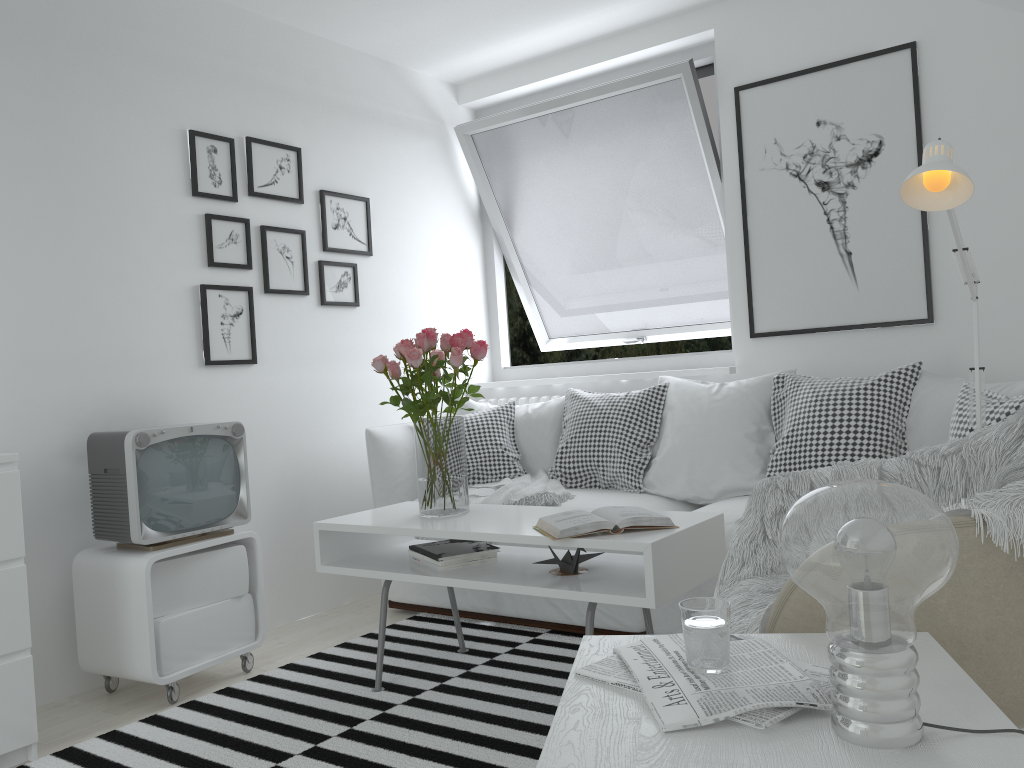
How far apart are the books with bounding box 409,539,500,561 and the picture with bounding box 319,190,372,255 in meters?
1.6

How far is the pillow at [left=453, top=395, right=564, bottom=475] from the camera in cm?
389

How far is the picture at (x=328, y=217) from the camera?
3.9 meters

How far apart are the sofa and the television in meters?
0.8

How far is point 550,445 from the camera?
3.89m

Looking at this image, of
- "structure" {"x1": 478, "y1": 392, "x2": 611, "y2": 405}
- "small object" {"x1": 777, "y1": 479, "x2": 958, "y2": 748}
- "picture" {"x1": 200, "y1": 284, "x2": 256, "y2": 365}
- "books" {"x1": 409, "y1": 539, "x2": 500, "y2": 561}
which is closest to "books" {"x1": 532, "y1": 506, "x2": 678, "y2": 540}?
"books" {"x1": 409, "y1": 539, "x2": 500, "y2": 561}

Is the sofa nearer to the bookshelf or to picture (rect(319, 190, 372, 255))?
picture (rect(319, 190, 372, 255))

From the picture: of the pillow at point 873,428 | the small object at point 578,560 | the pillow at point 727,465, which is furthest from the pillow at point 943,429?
the small object at point 578,560

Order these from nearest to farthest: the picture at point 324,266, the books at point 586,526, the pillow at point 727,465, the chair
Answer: the chair
the books at point 586,526
the pillow at point 727,465
the picture at point 324,266

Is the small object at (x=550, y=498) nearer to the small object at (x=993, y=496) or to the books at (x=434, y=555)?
the books at (x=434, y=555)
